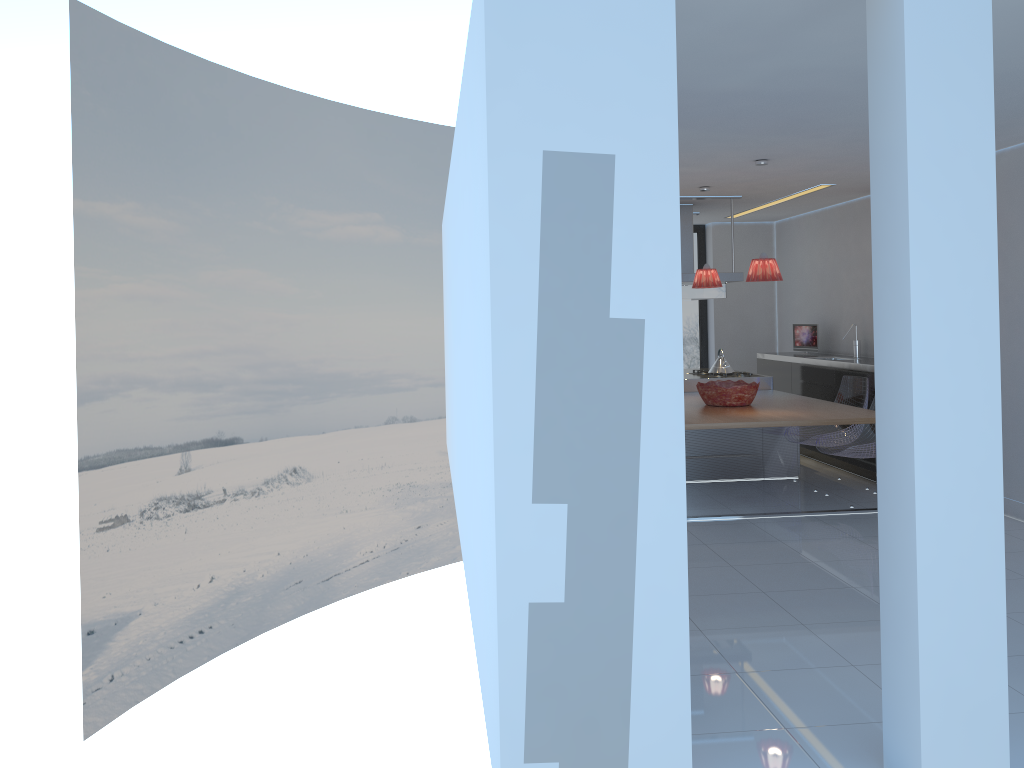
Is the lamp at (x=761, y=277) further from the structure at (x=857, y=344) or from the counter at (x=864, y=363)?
the structure at (x=857, y=344)

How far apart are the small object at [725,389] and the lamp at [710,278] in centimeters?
86cm

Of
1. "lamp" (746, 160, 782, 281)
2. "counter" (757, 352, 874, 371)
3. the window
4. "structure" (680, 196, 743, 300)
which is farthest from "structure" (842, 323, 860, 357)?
"lamp" (746, 160, 782, 281)

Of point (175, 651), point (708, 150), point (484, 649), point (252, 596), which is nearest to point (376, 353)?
point (252, 596)

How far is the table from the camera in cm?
584

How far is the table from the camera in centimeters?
584cm

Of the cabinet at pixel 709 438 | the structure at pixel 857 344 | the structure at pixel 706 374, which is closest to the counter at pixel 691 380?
the structure at pixel 706 374

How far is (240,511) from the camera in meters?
11.3 m

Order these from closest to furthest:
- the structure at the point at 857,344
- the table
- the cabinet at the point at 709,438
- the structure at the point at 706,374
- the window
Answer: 1. the table
2. the cabinet at the point at 709,438
3. the structure at the point at 857,344
4. the structure at the point at 706,374
5. the window

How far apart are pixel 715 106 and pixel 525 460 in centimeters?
280cm
